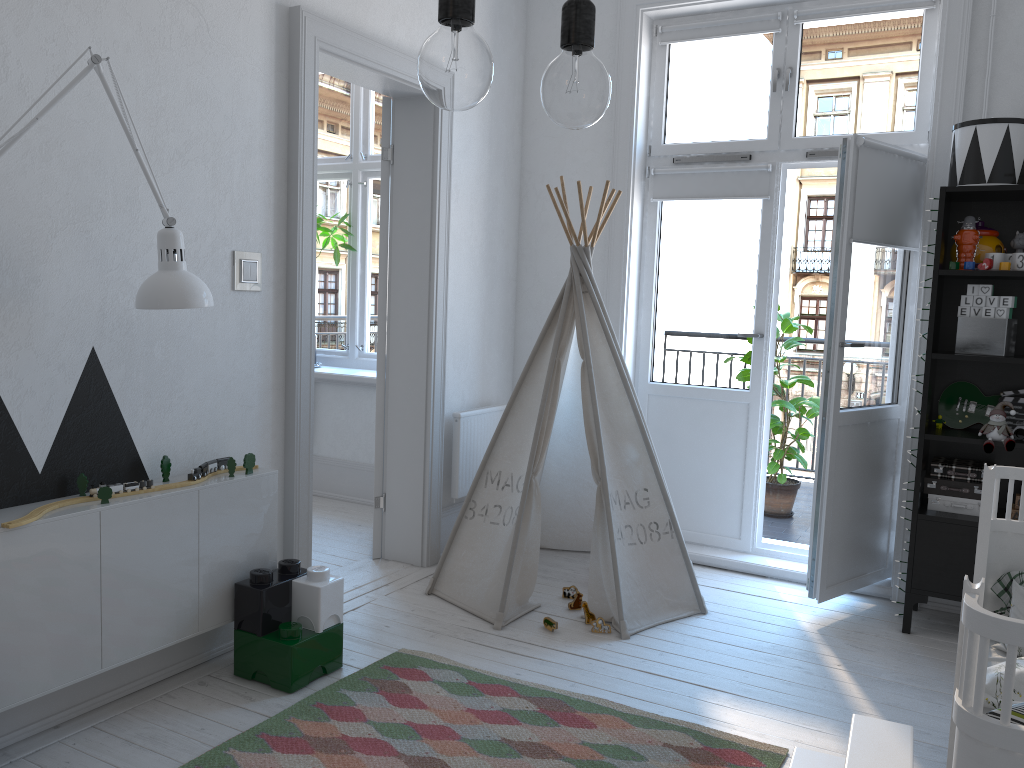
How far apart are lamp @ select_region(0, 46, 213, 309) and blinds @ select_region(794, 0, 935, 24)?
2.9 meters

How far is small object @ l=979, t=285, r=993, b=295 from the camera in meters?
3.2 m

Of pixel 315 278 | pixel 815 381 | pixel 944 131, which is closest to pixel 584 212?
pixel 315 278

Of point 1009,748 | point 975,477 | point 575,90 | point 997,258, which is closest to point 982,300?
point 997,258

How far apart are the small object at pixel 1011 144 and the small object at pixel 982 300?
0.4 meters

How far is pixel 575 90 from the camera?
0.89m

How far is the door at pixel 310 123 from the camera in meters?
3.1

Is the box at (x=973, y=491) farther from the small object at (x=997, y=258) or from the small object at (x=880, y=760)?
the small object at (x=880, y=760)

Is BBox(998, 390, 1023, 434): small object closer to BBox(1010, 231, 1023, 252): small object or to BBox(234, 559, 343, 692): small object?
BBox(1010, 231, 1023, 252): small object

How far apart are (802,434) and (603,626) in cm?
219
